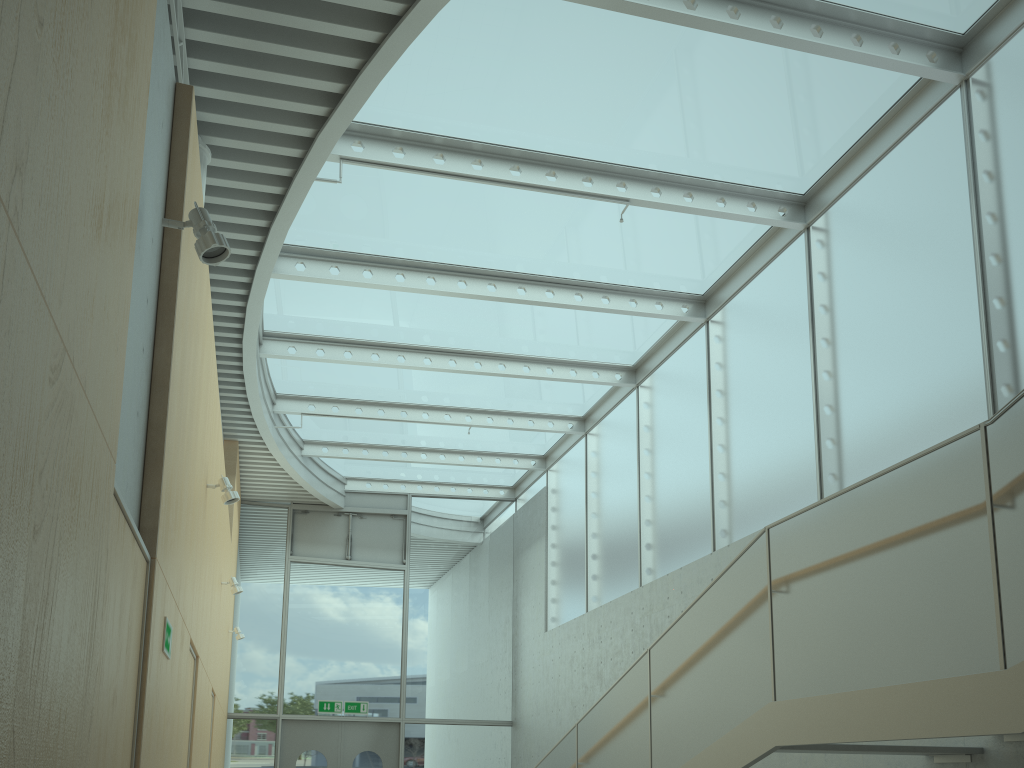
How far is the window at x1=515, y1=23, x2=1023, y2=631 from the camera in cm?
584

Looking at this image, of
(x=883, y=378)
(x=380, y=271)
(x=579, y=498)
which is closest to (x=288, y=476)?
(x=579, y=498)

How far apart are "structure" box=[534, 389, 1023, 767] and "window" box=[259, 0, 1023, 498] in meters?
3.3 m

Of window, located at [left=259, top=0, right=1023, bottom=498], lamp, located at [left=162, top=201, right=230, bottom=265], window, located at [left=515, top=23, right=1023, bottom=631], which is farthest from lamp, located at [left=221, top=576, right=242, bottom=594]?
lamp, located at [left=162, top=201, right=230, bottom=265]

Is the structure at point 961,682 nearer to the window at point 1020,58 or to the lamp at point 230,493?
the window at point 1020,58

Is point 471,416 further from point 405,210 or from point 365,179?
point 365,179

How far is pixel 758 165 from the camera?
7.5m

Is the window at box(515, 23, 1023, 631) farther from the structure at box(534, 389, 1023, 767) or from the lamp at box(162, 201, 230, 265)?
the lamp at box(162, 201, 230, 265)

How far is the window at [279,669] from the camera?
13.1 meters

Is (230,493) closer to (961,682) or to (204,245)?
(204,245)
